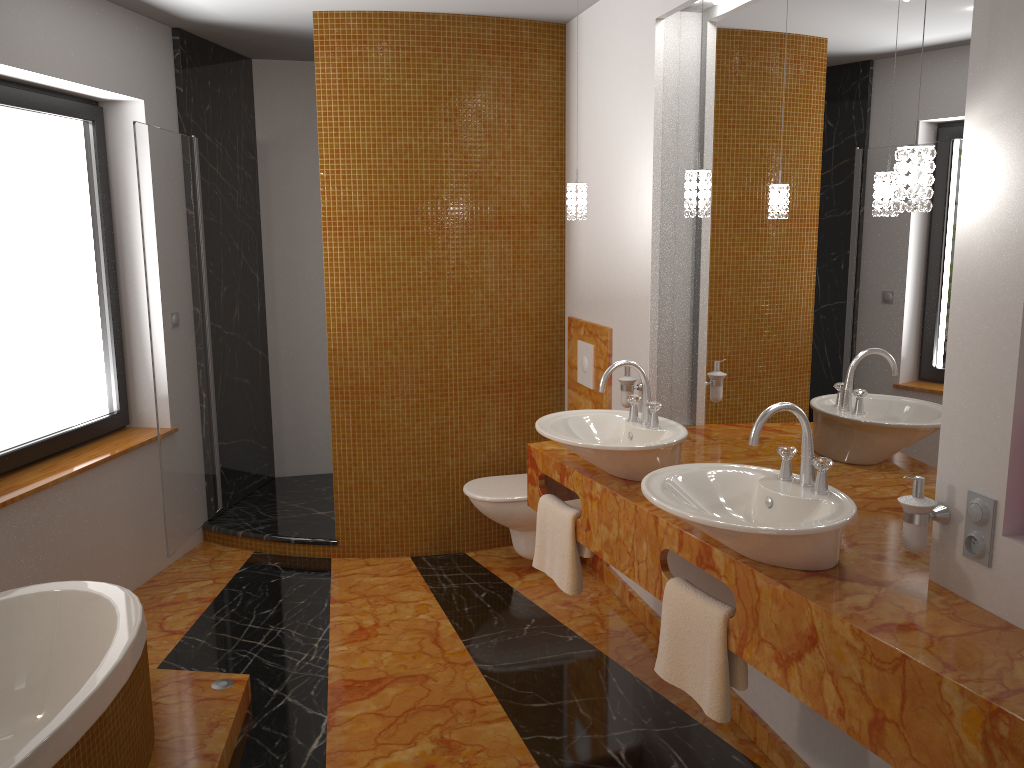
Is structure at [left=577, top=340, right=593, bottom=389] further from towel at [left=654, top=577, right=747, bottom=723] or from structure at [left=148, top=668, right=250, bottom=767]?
structure at [left=148, top=668, right=250, bottom=767]

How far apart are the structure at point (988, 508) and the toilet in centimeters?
222cm

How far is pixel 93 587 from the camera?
2.7 meters

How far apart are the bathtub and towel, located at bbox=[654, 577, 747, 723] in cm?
140

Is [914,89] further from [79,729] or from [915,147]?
[79,729]

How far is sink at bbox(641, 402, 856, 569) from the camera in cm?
188

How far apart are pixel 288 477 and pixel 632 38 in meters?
3.3 m

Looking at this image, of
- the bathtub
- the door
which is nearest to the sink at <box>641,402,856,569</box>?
the bathtub

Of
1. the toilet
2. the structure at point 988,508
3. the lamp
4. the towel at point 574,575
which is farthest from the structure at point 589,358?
the structure at point 988,508

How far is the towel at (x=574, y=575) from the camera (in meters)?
2.90
